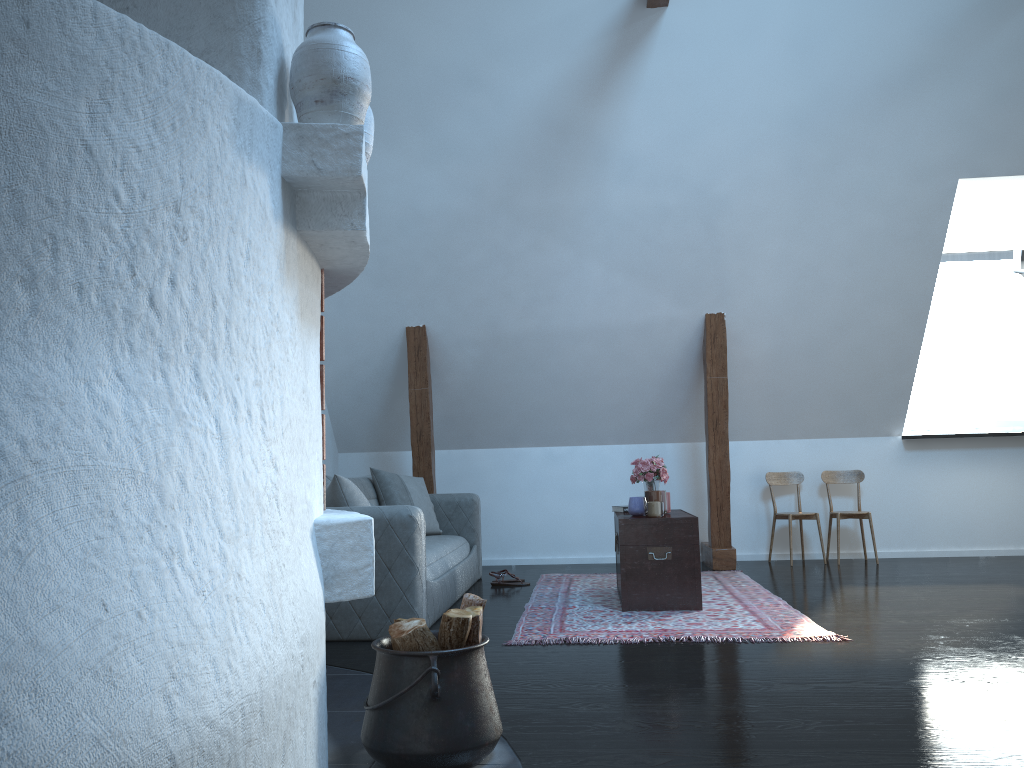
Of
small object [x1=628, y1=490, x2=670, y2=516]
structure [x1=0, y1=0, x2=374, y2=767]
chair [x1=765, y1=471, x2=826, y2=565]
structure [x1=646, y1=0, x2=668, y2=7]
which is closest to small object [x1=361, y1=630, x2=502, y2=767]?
structure [x1=0, y1=0, x2=374, y2=767]

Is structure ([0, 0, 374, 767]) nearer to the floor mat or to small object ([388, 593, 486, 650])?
small object ([388, 593, 486, 650])

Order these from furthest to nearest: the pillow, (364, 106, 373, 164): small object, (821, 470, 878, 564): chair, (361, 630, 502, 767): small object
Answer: (821, 470, 878, 564): chair, the pillow, (364, 106, 373, 164): small object, (361, 630, 502, 767): small object

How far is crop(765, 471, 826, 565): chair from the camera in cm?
674

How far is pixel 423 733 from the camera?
2.25m

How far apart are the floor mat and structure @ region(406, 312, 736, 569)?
0.28m

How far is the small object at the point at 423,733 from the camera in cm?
225

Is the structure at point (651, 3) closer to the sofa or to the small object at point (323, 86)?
the sofa

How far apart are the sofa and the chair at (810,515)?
2.3m

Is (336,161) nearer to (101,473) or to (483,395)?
(101,473)
